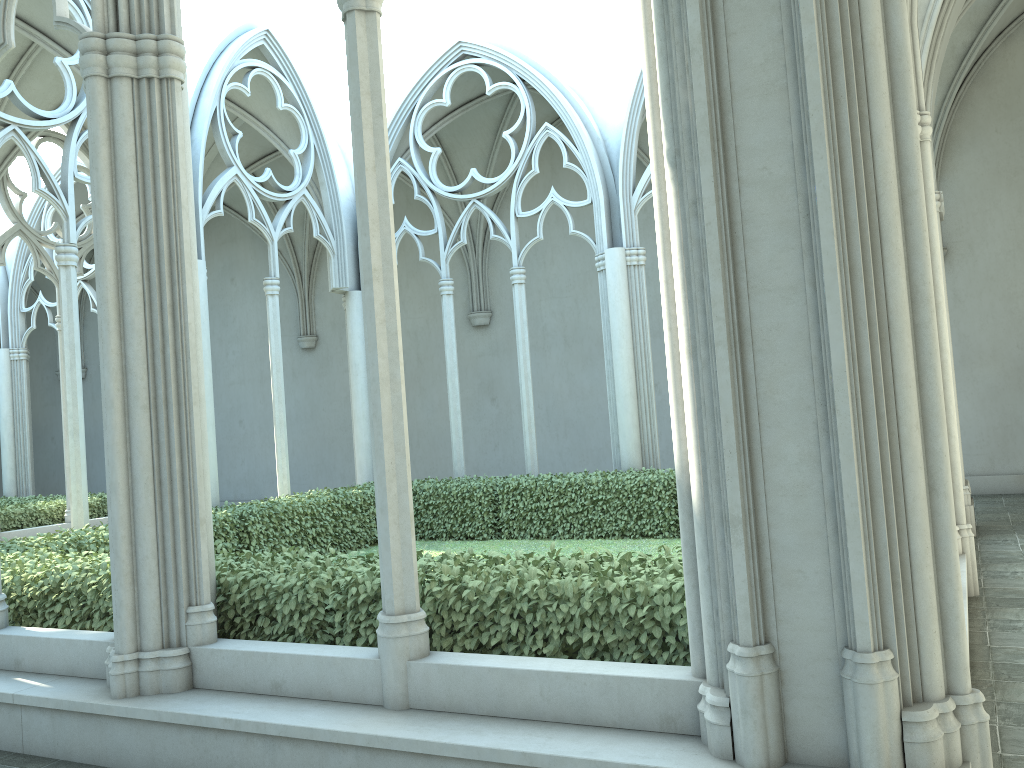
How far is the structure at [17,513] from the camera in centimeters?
1435cm

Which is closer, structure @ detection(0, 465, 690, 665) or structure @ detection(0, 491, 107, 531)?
structure @ detection(0, 465, 690, 665)

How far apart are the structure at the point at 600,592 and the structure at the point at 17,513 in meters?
5.3 m

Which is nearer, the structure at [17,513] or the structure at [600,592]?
the structure at [600,592]

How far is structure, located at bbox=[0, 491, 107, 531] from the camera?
14.3m

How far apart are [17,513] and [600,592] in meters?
13.2

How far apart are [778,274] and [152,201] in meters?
3.6 m

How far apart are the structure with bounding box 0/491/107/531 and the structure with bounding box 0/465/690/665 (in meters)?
5.32

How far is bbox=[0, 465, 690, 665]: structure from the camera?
4.3 meters
